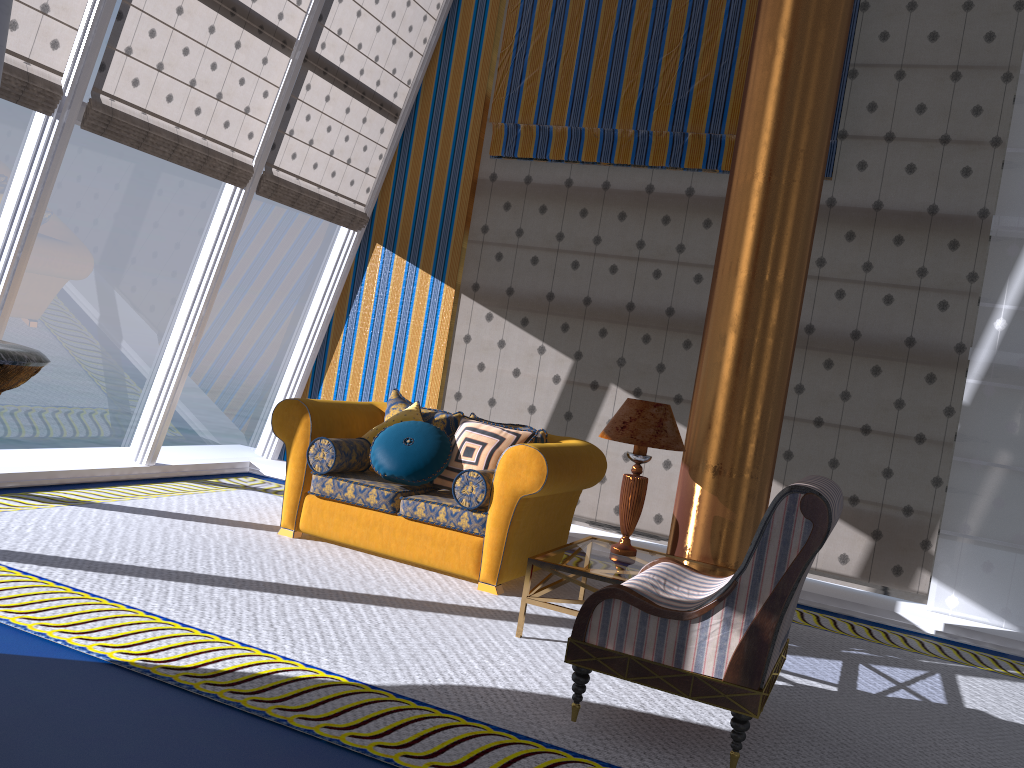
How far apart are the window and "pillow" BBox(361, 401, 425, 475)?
1.8m

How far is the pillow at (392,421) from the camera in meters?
5.4

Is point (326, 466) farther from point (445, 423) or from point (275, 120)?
point (275, 120)

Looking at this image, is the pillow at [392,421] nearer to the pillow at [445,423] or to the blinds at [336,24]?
the pillow at [445,423]

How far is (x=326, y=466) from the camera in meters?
5.1

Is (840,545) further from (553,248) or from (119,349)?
→ (119,349)

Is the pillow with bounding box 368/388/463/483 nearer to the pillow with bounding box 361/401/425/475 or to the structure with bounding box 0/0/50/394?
the pillow with bounding box 361/401/425/475

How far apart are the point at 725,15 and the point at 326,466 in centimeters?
431cm

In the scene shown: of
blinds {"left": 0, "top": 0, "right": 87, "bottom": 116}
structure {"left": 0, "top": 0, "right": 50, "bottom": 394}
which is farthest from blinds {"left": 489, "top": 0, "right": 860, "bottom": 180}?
structure {"left": 0, "top": 0, "right": 50, "bottom": 394}

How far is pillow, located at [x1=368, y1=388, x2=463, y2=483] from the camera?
5.5m
